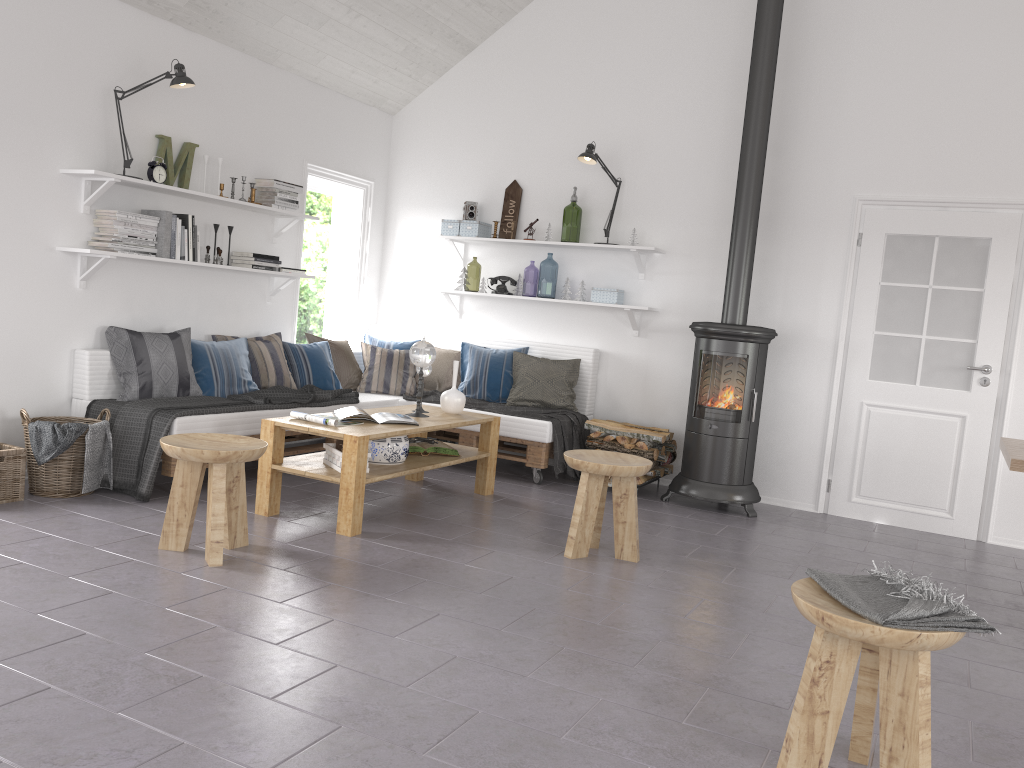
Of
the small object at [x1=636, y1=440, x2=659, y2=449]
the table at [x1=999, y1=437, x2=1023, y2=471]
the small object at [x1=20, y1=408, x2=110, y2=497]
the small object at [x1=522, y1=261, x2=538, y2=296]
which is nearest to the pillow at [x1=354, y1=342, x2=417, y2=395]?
the small object at [x1=636, y1=440, x2=659, y2=449]

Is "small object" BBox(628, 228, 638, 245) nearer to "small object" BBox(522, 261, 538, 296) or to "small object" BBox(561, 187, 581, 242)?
"small object" BBox(561, 187, 581, 242)

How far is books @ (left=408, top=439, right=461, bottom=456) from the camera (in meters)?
5.05

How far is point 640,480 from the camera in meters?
5.8

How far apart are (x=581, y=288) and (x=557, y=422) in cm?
109

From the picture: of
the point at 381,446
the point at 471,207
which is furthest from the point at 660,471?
the point at 471,207

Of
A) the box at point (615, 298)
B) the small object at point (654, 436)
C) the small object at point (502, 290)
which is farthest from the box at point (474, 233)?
the small object at point (654, 436)

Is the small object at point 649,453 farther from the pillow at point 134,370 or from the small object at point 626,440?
the pillow at point 134,370

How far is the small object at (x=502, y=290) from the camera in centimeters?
665cm

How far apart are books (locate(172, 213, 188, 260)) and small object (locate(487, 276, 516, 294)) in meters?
2.3
